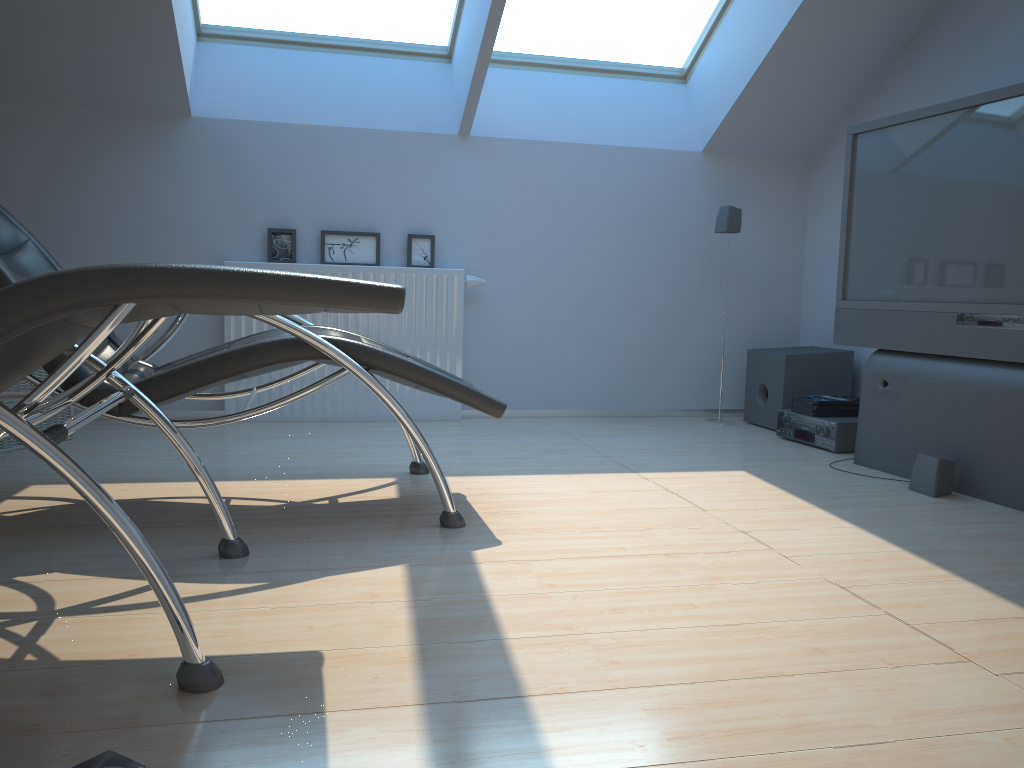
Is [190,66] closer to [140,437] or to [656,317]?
[140,437]

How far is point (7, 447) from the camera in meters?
3.5

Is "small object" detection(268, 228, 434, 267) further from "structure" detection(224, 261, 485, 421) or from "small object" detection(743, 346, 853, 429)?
"small object" detection(743, 346, 853, 429)

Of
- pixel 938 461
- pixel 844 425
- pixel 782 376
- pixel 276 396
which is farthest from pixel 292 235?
pixel 938 461

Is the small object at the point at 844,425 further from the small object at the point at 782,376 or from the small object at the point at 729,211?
the small object at the point at 729,211

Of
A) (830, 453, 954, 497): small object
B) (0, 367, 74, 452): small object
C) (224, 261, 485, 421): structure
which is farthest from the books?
(0, 367, 74, 452): small object

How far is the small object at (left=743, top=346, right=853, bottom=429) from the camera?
4.6 meters

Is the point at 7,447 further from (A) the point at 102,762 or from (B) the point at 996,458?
(B) the point at 996,458

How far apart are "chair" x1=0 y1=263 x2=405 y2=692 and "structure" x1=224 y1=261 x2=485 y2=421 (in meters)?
2.30

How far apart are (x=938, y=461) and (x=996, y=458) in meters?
0.2
